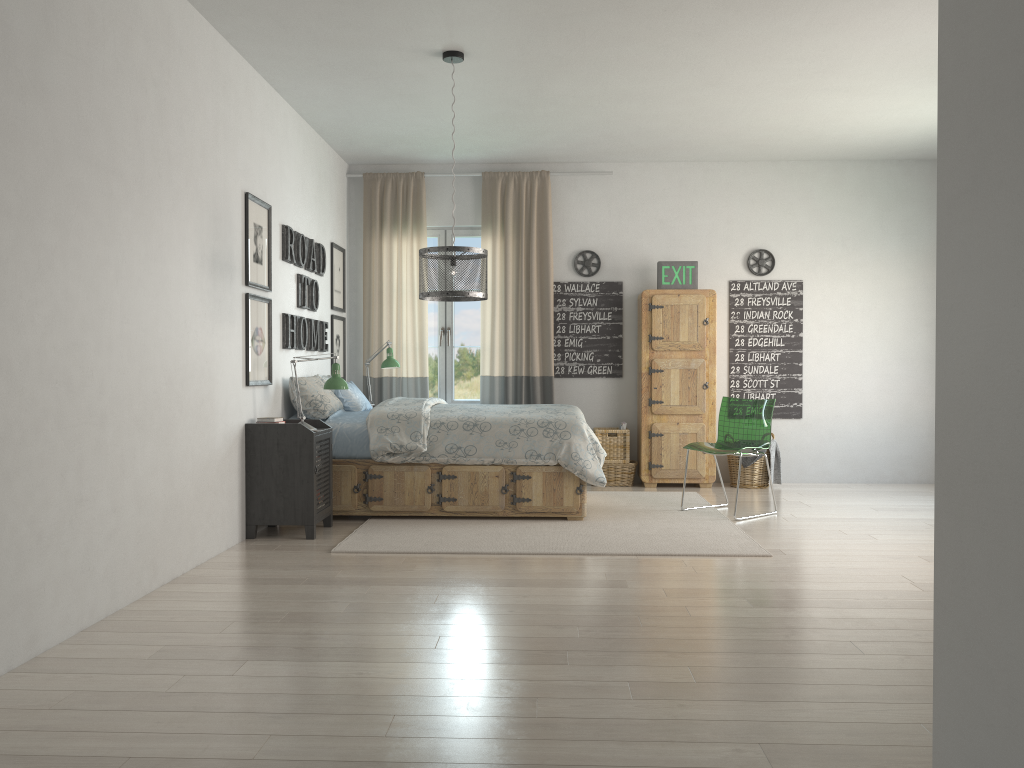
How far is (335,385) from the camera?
5.26m

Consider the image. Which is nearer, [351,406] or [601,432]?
[351,406]

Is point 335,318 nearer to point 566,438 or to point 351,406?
point 351,406

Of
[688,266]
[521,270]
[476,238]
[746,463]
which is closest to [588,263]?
[521,270]

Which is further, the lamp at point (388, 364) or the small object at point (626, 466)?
the small object at point (626, 466)

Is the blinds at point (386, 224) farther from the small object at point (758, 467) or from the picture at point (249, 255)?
the small object at point (758, 467)

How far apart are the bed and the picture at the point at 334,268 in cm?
131

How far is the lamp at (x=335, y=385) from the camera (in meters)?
5.26

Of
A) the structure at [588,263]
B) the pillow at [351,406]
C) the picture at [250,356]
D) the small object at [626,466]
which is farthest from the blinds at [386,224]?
the picture at [250,356]

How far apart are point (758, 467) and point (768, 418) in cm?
135
